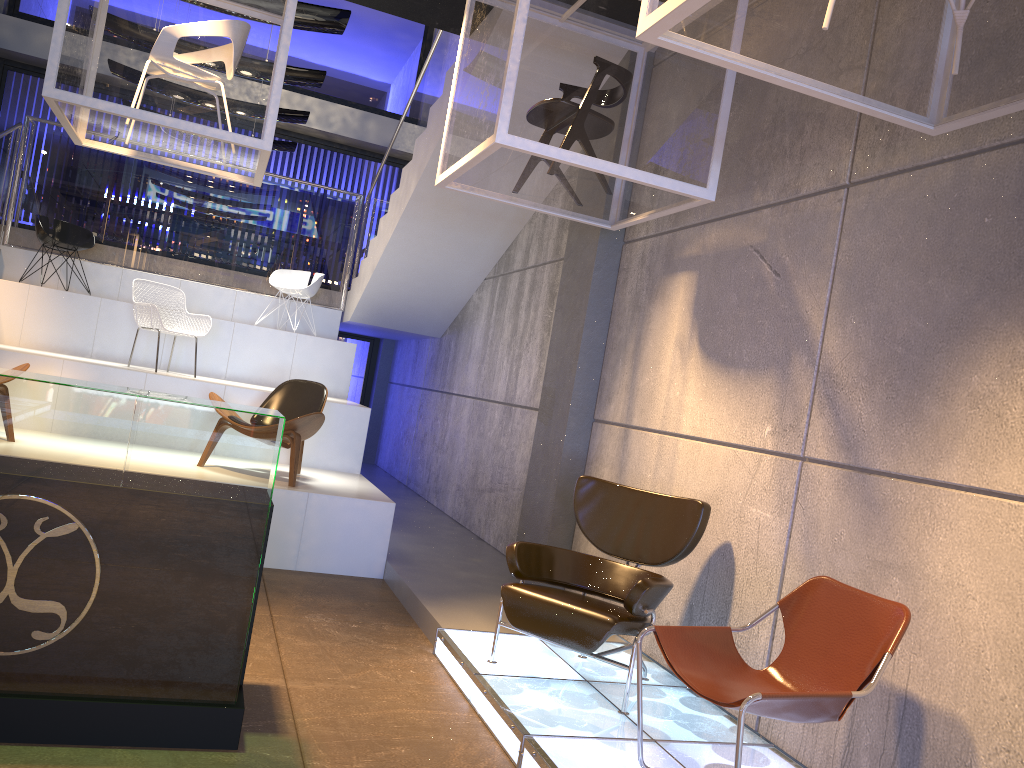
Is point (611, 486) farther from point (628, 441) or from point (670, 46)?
point (670, 46)

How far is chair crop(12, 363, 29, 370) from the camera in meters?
6.2 m

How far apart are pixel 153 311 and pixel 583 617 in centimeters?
530cm

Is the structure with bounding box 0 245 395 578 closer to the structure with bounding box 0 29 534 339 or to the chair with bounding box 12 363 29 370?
the structure with bounding box 0 29 534 339

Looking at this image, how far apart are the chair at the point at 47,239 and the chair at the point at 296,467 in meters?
3.6

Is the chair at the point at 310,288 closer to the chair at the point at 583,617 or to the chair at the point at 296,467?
the chair at the point at 296,467

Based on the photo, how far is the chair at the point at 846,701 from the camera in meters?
2.8

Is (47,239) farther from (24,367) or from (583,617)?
(583,617)

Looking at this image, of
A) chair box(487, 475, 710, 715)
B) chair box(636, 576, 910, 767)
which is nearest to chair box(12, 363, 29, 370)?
chair box(487, 475, 710, 715)

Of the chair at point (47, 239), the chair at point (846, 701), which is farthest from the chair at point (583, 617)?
the chair at point (47, 239)
